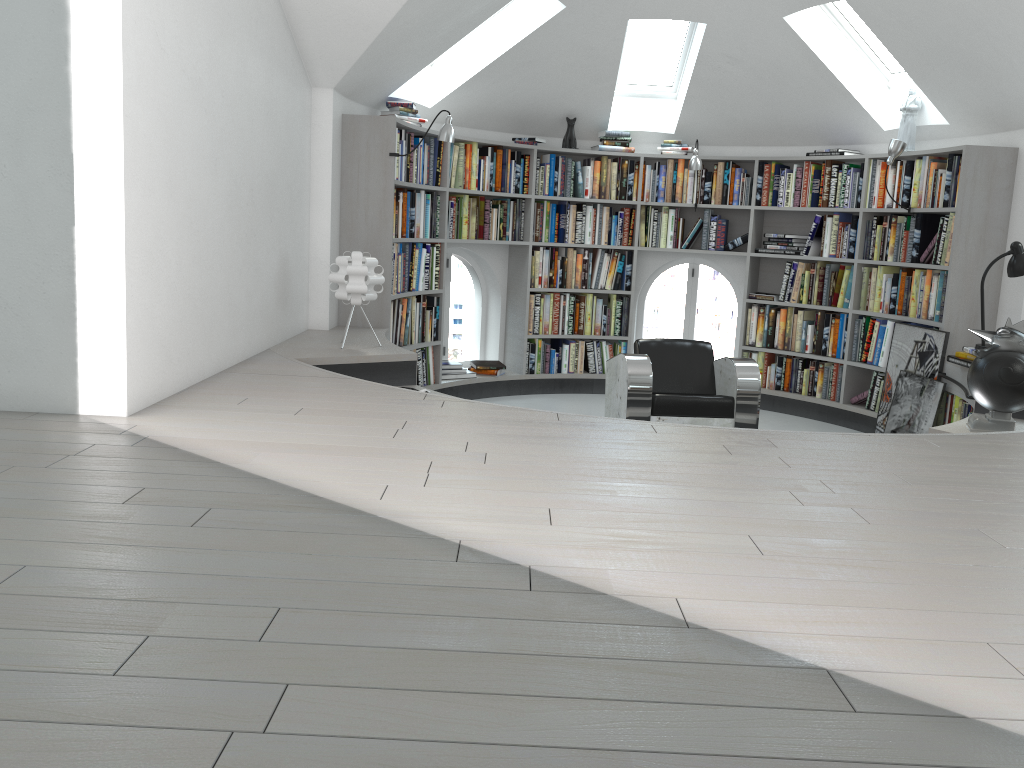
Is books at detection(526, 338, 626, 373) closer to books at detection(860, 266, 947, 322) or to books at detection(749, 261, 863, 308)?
books at detection(749, 261, 863, 308)

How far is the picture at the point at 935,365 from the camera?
5.8 meters

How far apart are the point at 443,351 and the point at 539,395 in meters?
0.9

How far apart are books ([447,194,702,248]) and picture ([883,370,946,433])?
2.1m

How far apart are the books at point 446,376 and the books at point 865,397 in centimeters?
230cm

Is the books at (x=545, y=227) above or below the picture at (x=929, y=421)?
above

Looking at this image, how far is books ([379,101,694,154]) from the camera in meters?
6.1 m

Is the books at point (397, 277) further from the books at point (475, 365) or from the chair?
the chair

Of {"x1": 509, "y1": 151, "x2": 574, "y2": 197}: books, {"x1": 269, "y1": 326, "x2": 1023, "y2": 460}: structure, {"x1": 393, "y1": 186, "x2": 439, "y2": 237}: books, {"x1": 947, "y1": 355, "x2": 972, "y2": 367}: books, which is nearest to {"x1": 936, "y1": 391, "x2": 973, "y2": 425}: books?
{"x1": 269, "y1": 326, "x2": 1023, "y2": 460}: structure

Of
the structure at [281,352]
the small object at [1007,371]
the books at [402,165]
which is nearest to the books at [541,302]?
the structure at [281,352]
